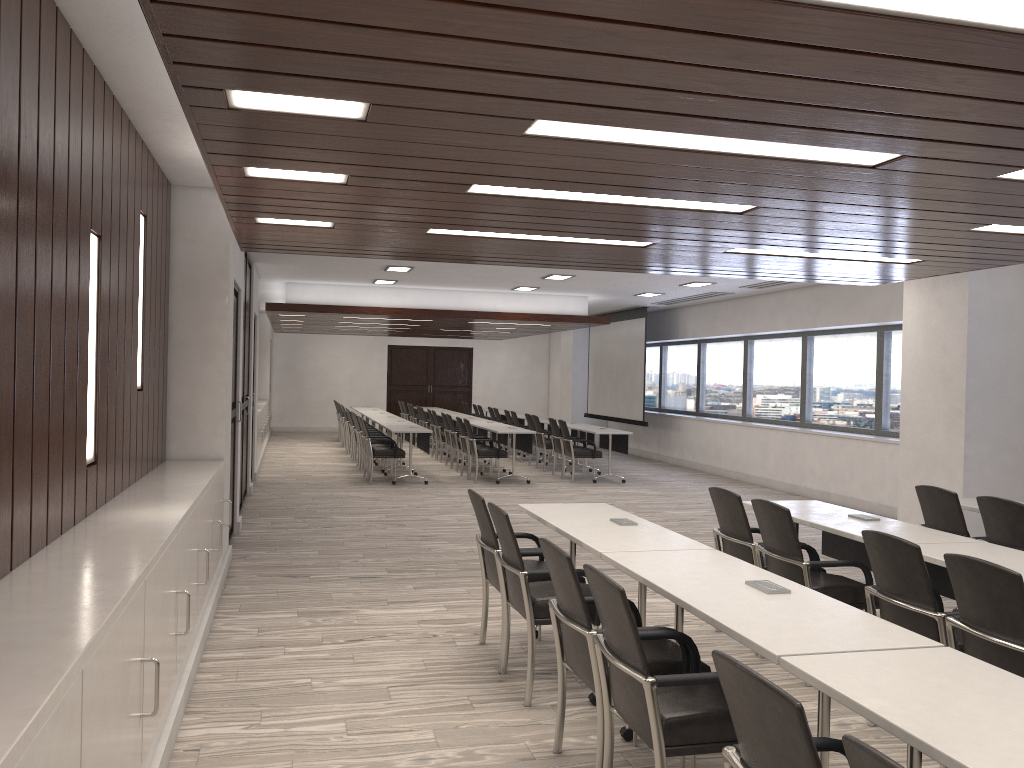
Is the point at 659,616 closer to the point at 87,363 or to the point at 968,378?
the point at 87,363

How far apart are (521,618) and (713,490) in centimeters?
151cm

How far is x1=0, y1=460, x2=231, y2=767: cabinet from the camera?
1.9 meters

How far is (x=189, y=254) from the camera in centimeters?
658cm

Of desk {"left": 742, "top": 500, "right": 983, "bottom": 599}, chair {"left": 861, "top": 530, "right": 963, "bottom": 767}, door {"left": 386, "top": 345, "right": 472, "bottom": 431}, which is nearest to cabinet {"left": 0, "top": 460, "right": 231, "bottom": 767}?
chair {"left": 861, "top": 530, "right": 963, "bottom": 767}

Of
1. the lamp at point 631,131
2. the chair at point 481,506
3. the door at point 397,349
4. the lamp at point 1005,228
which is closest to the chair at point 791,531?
the chair at point 481,506

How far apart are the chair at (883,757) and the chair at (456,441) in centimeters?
1283cm

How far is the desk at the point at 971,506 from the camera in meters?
5.9

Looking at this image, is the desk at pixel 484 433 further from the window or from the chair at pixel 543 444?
the window

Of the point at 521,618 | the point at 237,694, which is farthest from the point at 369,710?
the point at 521,618
